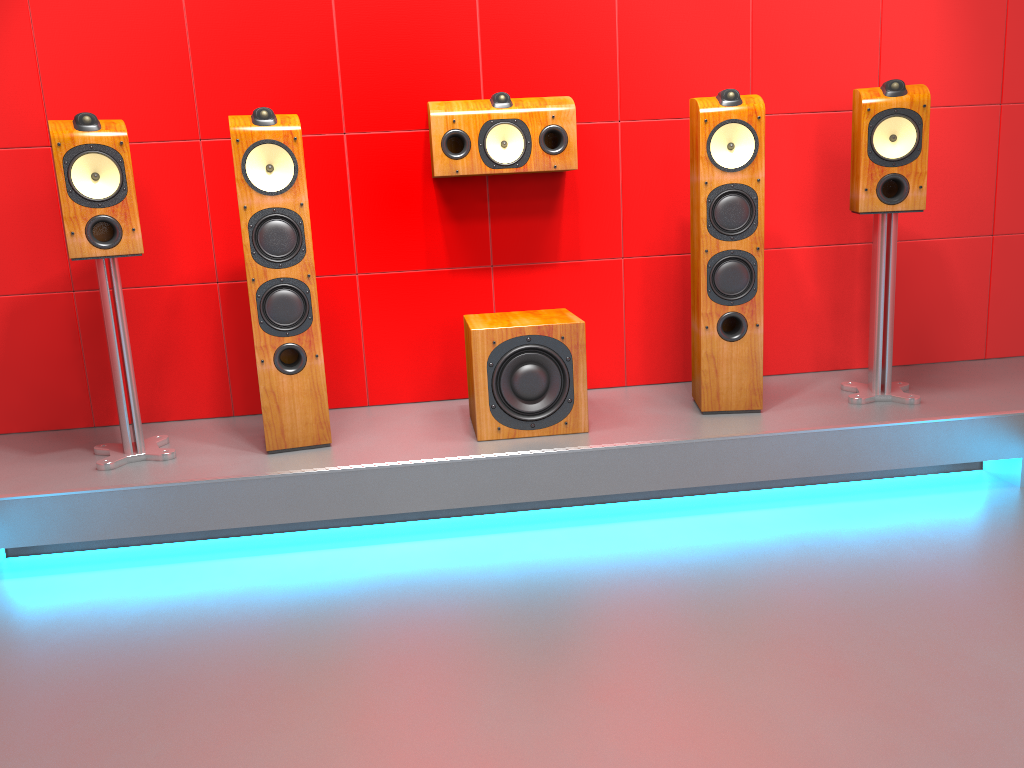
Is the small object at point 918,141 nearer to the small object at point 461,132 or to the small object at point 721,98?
the small object at point 721,98

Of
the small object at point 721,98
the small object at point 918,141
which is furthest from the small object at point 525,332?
the small object at point 918,141

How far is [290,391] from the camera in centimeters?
277cm

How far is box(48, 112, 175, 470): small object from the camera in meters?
2.5 m

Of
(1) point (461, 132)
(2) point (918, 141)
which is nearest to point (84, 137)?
(1) point (461, 132)

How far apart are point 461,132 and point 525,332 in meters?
0.7 m

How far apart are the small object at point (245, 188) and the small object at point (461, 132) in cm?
47

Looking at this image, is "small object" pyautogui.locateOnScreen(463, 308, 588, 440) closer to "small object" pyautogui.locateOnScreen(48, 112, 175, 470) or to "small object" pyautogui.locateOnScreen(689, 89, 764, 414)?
"small object" pyautogui.locateOnScreen(689, 89, 764, 414)

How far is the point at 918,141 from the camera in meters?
2.8

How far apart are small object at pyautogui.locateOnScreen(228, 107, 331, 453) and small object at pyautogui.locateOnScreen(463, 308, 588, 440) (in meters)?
0.47
